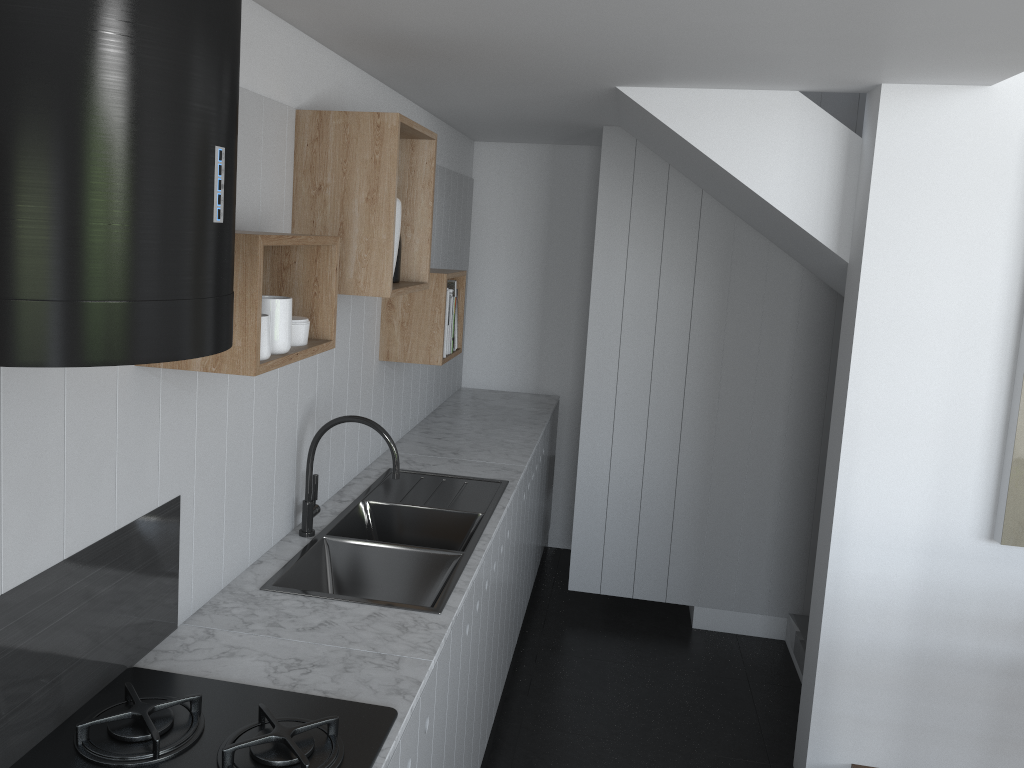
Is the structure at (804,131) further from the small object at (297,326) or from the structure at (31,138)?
the structure at (31,138)

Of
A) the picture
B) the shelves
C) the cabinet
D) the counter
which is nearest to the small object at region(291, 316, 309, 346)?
the shelves

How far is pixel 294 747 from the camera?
1.4m

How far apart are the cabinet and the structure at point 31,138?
0.9 meters

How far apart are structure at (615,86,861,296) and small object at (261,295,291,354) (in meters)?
1.63

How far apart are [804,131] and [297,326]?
1.9m

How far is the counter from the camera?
1.8m

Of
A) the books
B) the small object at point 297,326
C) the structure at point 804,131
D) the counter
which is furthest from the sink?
the structure at point 804,131

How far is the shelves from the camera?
1.6m

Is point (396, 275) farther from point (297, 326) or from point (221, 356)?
point (221, 356)
